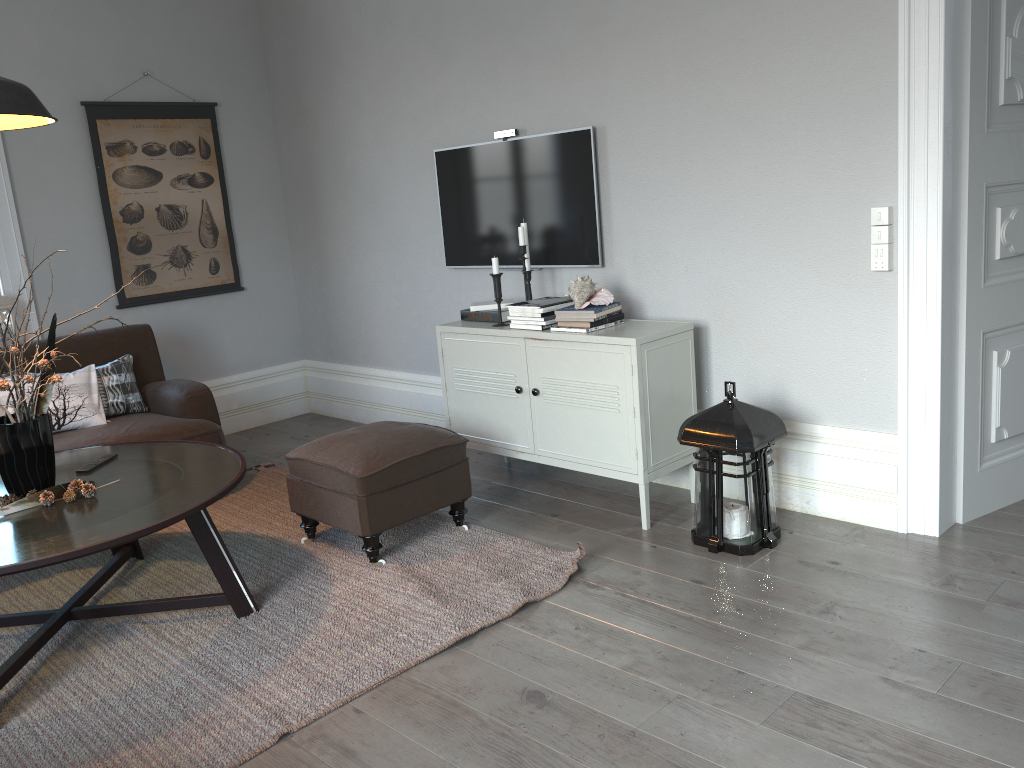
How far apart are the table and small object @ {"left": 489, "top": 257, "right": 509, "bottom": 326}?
1.3 meters

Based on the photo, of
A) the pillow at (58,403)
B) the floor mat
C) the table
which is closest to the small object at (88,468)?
the table

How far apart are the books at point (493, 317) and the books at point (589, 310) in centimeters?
47cm

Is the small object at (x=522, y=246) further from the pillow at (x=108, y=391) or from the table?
the pillow at (x=108, y=391)

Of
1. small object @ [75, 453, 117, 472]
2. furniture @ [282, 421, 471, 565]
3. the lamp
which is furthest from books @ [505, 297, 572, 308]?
the lamp

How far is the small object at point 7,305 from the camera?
4.5m

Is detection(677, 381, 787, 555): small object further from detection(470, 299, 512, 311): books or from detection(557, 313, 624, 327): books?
detection(470, 299, 512, 311): books

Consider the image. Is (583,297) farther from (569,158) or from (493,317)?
(569,158)

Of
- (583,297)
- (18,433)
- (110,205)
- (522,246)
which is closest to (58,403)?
(18,433)

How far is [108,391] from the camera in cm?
425
